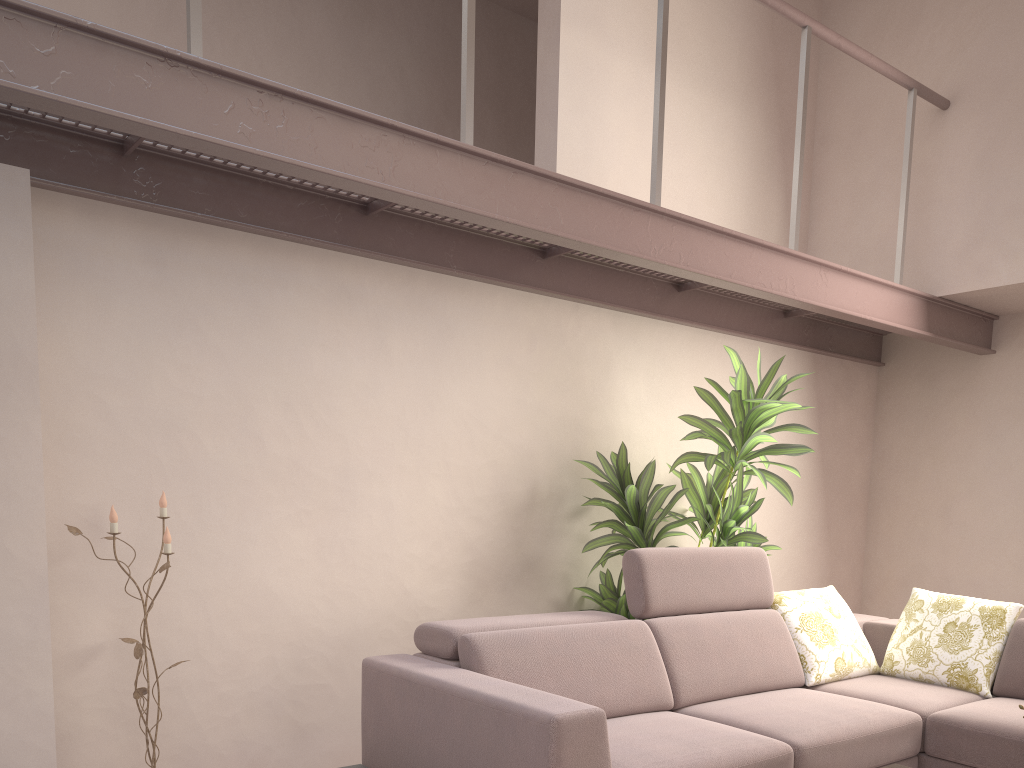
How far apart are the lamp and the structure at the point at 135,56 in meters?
1.0 m

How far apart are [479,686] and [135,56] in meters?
1.9 m

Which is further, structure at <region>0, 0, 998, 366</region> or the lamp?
the lamp

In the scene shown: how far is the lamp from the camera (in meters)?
2.83

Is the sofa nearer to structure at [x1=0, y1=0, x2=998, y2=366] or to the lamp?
→ the lamp

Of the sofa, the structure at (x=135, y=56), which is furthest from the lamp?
the structure at (x=135, y=56)

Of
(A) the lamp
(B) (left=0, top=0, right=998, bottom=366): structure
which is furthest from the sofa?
(B) (left=0, top=0, right=998, bottom=366): structure

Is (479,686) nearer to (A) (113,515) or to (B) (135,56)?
(A) (113,515)

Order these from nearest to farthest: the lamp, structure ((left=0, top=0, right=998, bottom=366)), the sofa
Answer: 1. structure ((left=0, top=0, right=998, bottom=366))
2. the sofa
3. the lamp

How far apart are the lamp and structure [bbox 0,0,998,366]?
1.0 meters
